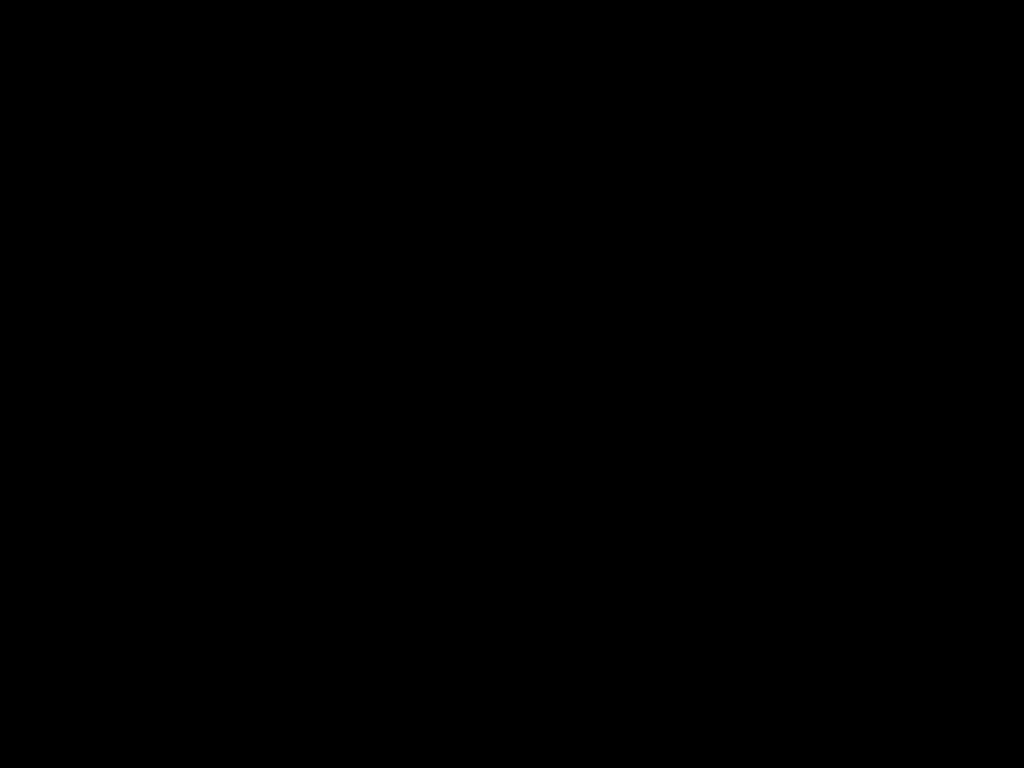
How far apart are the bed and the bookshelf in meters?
0.0 m

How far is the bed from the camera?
0.7 meters

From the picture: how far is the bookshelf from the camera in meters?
0.7

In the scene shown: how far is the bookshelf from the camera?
0.7 meters

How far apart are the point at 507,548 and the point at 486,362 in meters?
0.9 m

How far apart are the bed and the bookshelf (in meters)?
0.01

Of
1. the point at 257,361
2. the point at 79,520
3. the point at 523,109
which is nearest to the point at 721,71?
the point at 523,109

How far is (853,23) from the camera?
0.7m
